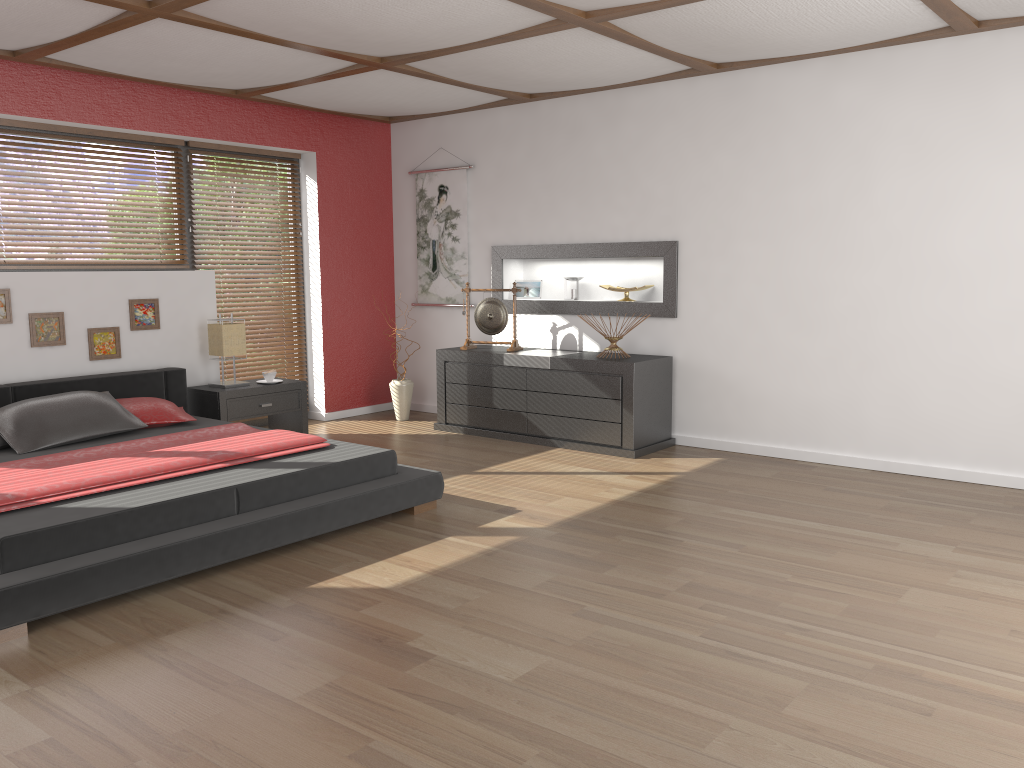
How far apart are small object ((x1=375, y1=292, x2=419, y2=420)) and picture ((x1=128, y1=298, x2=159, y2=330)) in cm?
187

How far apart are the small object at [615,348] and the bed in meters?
1.9

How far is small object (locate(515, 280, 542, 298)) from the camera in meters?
6.8

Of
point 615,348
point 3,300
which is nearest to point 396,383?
point 615,348

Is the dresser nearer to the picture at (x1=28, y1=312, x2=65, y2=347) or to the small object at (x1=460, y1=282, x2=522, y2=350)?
the small object at (x1=460, y1=282, x2=522, y2=350)

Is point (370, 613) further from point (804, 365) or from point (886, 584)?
point (804, 365)

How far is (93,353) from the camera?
5.5 meters

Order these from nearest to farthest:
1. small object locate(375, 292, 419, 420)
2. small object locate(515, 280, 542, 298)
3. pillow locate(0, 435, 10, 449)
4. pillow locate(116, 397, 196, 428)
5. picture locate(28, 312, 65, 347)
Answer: pillow locate(0, 435, 10, 449) < pillow locate(116, 397, 196, 428) < picture locate(28, 312, 65, 347) < small object locate(515, 280, 542, 298) < small object locate(375, 292, 419, 420)

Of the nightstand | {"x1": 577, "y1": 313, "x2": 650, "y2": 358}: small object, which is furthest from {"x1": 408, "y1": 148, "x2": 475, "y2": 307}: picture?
{"x1": 577, "y1": 313, "x2": 650, "y2": 358}: small object

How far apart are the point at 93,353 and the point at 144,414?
0.78m
